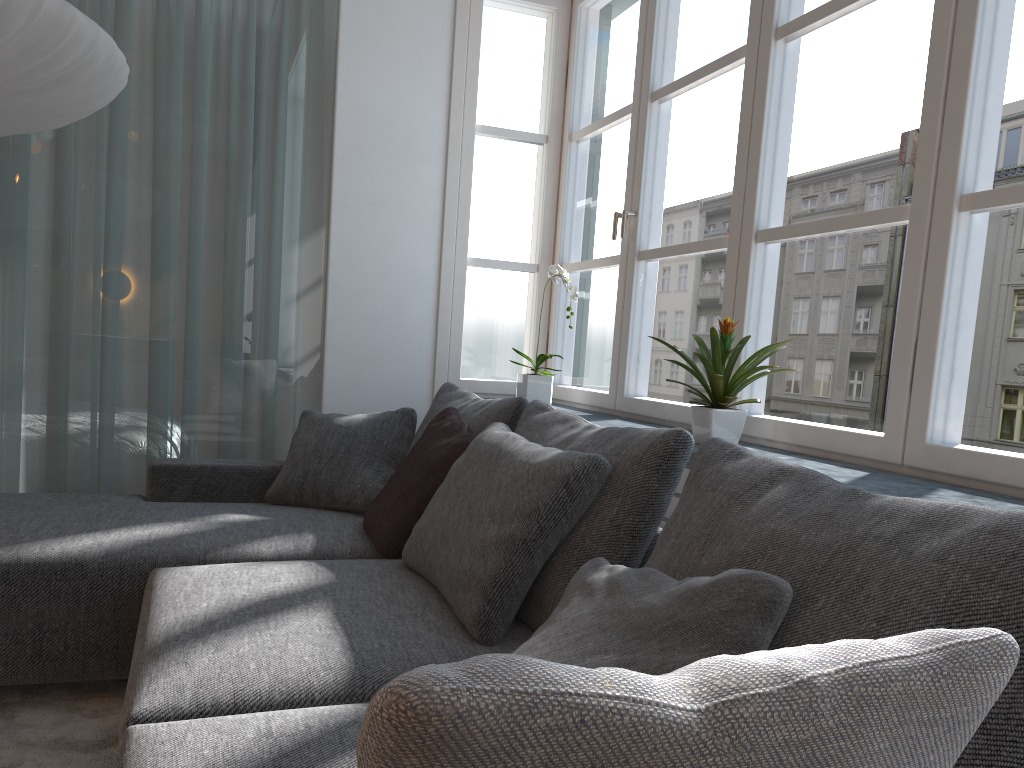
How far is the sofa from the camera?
1.3 meters

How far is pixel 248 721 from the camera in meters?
1.3 m

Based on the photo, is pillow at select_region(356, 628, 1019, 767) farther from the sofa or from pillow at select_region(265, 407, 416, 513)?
pillow at select_region(265, 407, 416, 513)

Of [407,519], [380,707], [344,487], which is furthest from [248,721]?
[344,487]

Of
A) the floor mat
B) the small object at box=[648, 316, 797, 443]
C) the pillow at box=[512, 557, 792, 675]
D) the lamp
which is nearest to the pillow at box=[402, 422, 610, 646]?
the pillow at box=[512, 557, 792, 675]

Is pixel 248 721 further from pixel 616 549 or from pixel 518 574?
pixel 616 549

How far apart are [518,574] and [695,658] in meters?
0.7 m

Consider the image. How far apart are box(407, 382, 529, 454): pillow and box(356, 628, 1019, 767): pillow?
1.9 meters

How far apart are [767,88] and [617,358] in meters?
1.1

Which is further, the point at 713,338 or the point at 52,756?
the point at 713,338
